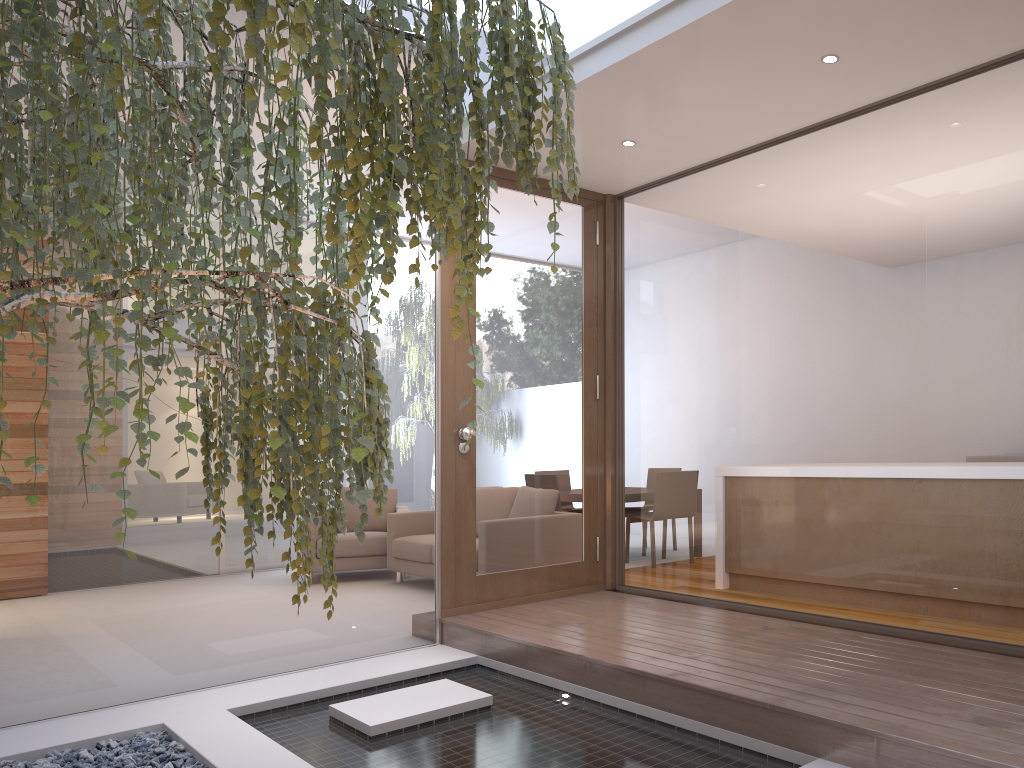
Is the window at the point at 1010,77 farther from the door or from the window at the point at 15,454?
the window at the point at 15,454

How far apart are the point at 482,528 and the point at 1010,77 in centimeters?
322cm

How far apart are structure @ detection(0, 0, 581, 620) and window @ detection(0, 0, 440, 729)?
1.27m

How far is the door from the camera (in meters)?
4.80

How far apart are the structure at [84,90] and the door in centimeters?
221cm

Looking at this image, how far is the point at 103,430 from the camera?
1.4 meters

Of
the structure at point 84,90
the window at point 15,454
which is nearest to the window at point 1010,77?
the window at point 15,454

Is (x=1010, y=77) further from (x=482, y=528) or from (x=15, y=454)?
(x=15, y=454)

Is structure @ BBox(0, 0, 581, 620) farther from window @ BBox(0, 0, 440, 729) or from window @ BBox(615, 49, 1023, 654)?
window @ BBox(615, 49, 1023, 654)

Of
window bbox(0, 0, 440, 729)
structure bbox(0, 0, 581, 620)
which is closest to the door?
window bbox(0, 0, 440, 729)
